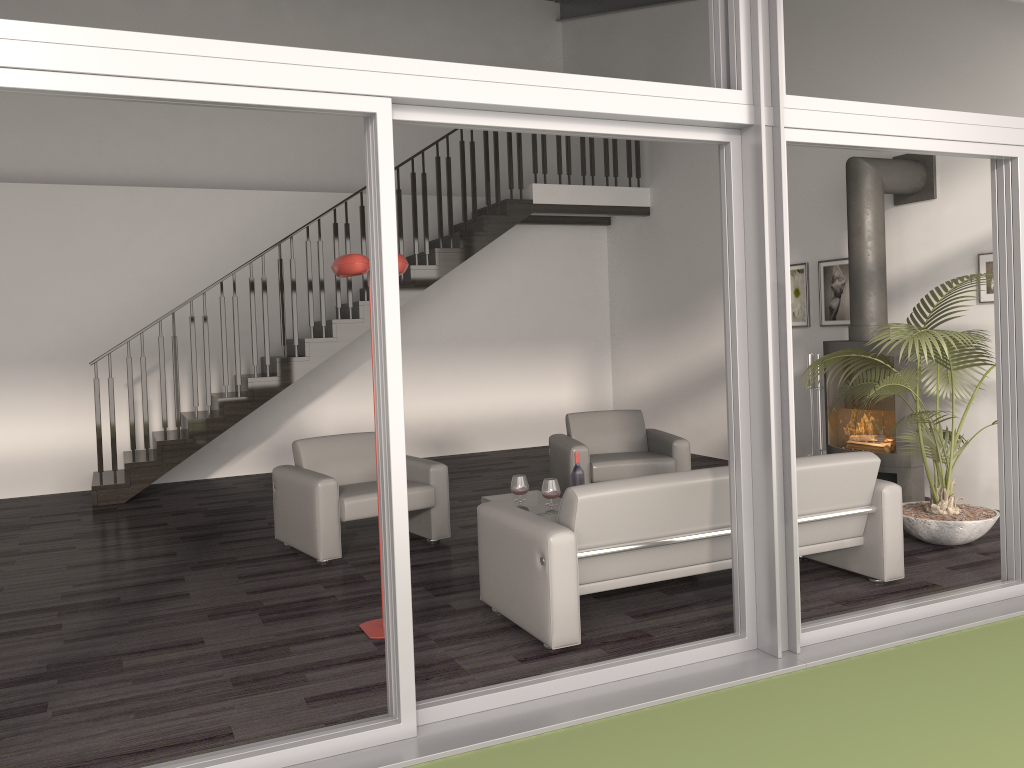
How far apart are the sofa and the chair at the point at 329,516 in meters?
1.3 m

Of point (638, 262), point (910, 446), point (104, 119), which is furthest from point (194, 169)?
point (910, 446)

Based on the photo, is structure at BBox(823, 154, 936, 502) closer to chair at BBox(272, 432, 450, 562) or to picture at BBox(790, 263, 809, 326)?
picture at BBox(790, 263, 809, 326)

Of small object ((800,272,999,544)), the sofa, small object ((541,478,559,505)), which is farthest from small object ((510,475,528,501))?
small object ((800,272,999,544))

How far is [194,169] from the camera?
10.0m

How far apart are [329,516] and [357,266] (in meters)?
2.09

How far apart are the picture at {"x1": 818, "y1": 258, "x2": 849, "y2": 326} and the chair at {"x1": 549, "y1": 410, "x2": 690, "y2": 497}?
1.9 meters

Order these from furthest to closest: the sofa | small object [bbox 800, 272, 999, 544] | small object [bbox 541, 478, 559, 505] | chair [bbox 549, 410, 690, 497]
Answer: chair [bbox 549, 410, 690, 497], small object [bbox 541, 478, 559, 505], small object [bbox 800, 272, 999, 544], the sofa

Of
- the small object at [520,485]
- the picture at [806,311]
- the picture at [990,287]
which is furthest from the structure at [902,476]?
the small object at [520,485]

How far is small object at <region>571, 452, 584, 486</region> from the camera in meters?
5.7
